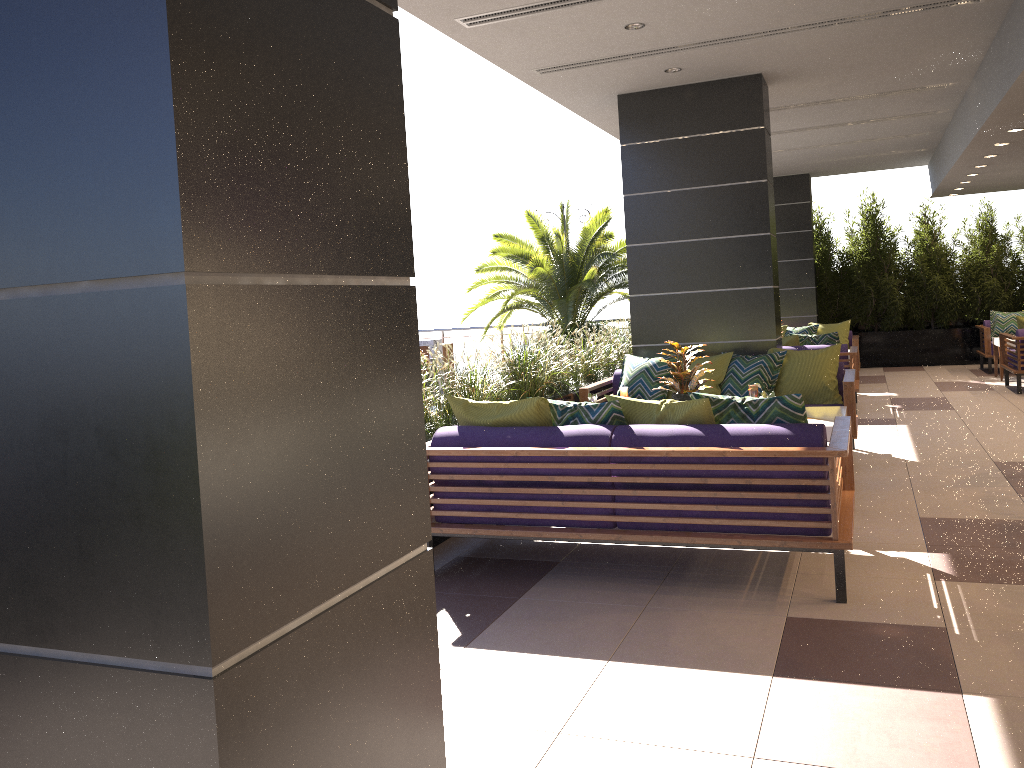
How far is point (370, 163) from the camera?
1.4m

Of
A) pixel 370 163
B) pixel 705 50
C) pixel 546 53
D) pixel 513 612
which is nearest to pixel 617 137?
pixel 705 50

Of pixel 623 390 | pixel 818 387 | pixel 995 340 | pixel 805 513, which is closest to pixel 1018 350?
pixel 995 340

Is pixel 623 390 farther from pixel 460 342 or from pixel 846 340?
pixel 460 342

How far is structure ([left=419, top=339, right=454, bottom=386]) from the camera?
15.87m

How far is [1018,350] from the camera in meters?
10.3

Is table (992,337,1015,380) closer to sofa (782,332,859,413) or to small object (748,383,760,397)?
sofa (782,332,859,413)

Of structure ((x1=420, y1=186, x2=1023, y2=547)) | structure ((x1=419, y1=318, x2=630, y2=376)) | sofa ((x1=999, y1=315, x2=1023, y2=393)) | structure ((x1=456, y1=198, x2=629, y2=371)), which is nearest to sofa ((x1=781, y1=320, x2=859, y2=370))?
sofa ((x1=999, y1=315, x2=1023, y2=393))

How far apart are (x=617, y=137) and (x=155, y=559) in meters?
9.8

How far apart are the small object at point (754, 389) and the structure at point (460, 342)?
12.0m
